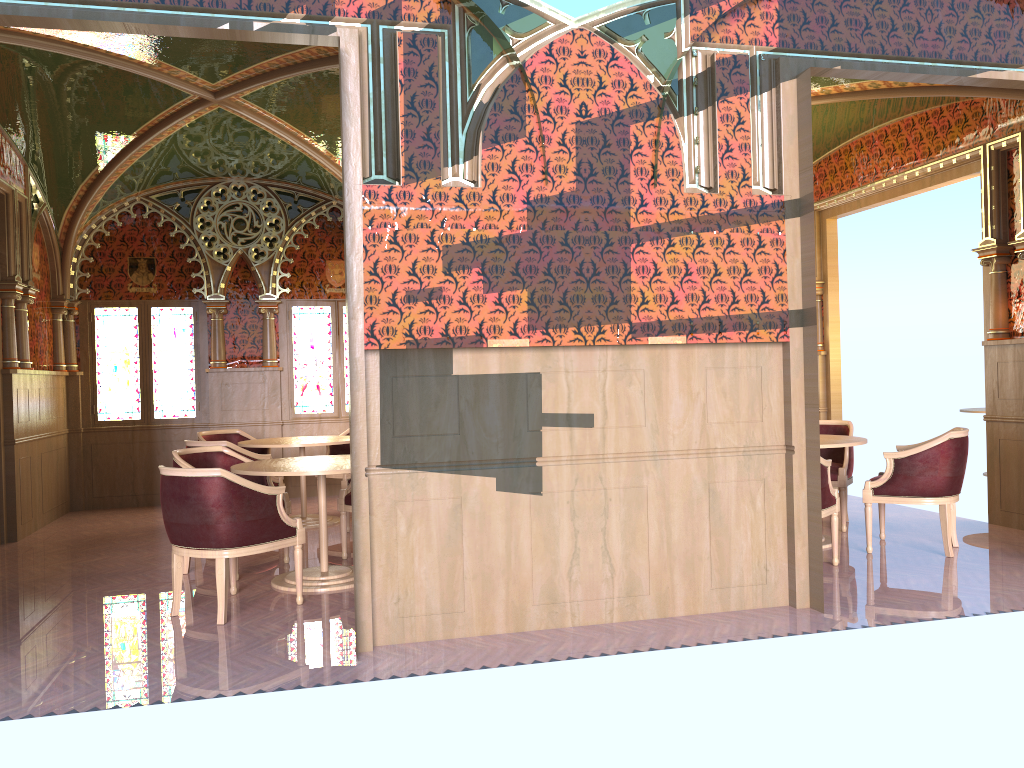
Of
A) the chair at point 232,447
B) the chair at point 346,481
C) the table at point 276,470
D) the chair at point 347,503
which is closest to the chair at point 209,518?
the table at point 276,470

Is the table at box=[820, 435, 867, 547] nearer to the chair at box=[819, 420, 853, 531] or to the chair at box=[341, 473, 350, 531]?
the chair at box=[819, 420, 853, 531]

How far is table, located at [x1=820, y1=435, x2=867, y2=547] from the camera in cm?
623

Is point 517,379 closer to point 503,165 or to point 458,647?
point 503,165

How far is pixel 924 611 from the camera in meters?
4.7 m

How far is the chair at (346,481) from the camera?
7.6m

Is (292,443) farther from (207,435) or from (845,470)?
(845,470)

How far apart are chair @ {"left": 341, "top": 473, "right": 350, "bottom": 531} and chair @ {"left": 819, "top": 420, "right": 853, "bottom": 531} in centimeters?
403cm

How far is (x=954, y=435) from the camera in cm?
597

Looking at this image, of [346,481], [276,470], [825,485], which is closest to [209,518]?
[276,470]
